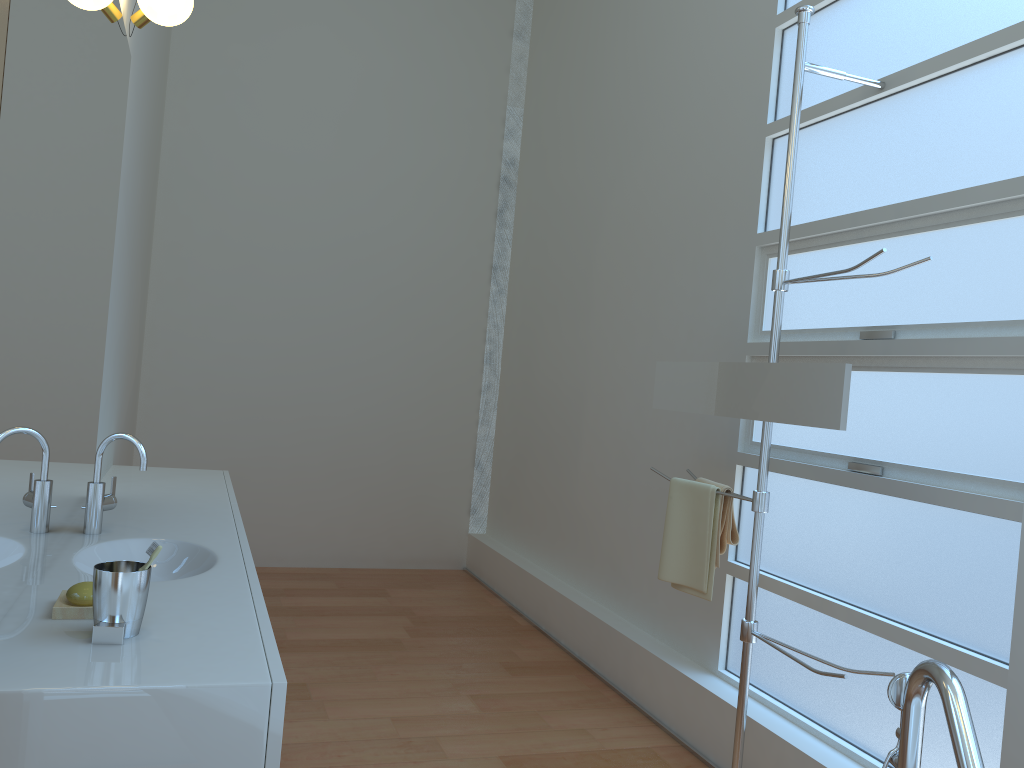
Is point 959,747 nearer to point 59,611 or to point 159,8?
point 59,611

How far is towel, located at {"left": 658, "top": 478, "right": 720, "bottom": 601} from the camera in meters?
2.8

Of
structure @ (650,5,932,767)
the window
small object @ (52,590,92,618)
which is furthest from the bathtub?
small object @ (52,590,92,618)

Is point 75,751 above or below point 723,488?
below

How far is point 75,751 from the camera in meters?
1.3 m

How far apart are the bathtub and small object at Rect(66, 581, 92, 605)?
1.5 meters

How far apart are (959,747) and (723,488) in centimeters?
134cm

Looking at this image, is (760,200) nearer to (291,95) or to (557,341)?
(557,341)

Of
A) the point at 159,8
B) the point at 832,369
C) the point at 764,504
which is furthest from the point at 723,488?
the point at 159,8

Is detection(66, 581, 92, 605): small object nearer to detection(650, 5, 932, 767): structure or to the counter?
the counter
